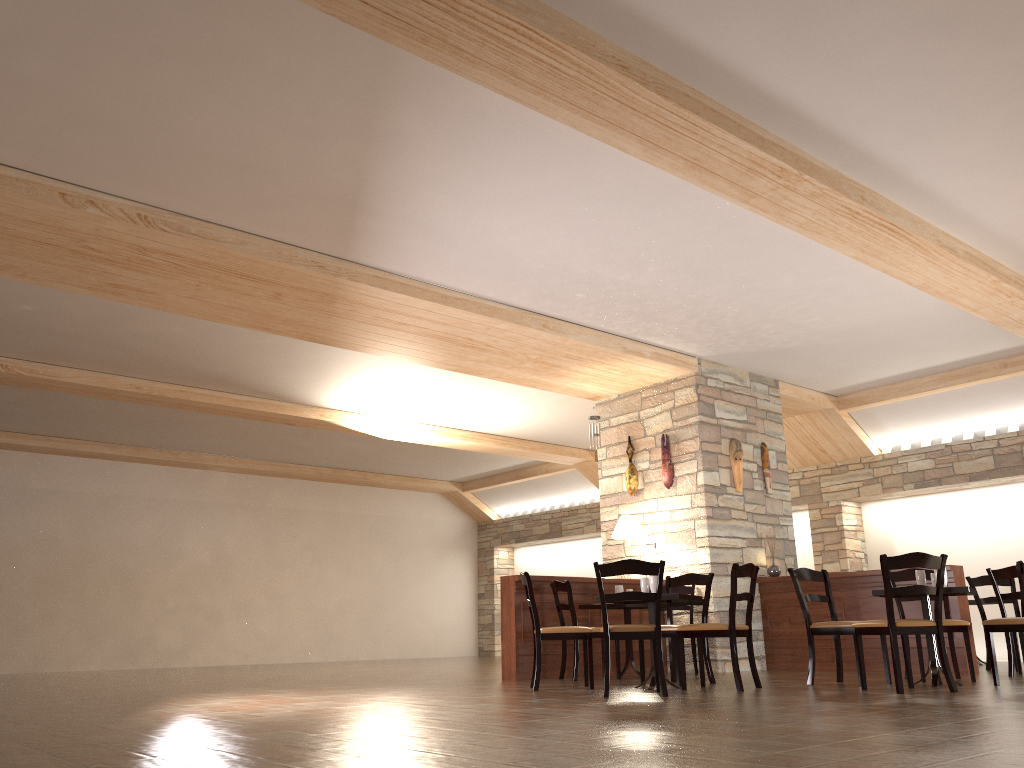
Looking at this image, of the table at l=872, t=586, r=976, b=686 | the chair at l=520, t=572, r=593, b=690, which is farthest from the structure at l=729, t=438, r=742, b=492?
the chair at l=520, t=572, r=593, b=690

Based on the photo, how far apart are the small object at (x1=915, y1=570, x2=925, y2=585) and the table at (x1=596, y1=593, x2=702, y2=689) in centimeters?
159cm

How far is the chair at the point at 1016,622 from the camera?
5.90m

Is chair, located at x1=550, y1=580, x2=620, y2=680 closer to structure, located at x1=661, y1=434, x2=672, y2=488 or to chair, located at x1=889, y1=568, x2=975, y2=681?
structure, located at x1=661, y1=434, x2=672, y2=488

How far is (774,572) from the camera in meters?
9.2

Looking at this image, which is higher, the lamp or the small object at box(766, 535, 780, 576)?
the lamp

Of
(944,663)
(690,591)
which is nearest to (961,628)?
(944,663)

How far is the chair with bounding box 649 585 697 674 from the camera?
8.9m

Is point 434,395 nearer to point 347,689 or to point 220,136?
point 347,689

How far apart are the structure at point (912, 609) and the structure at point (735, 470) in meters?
1.0
